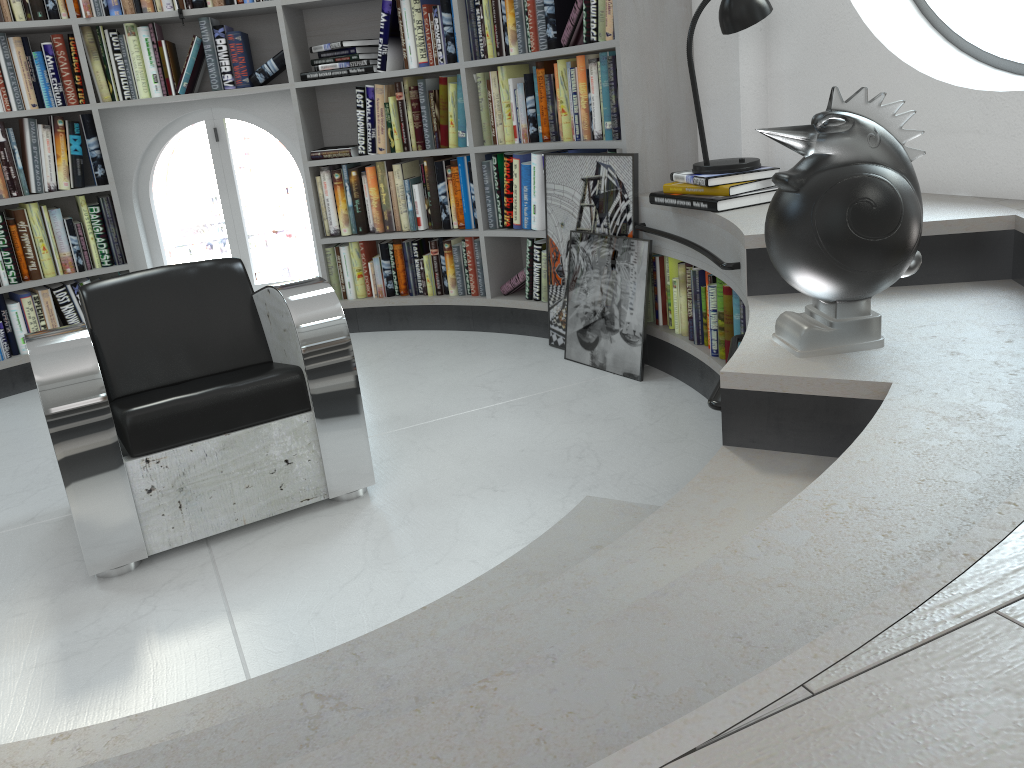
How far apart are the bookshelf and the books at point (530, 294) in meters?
0.0 m

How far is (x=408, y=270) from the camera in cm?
453

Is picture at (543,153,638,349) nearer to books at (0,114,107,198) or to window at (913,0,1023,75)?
window at (913,0,1023,75)

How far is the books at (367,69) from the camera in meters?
4.2 m

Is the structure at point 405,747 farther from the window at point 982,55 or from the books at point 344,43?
the books at point 344,43

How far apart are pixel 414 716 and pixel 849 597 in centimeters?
54cm

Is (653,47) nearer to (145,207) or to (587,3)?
(587,3)

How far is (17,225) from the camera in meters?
4.1

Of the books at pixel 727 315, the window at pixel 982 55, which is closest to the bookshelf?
the books at pixel 727 315

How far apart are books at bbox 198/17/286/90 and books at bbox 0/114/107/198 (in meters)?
0.60
